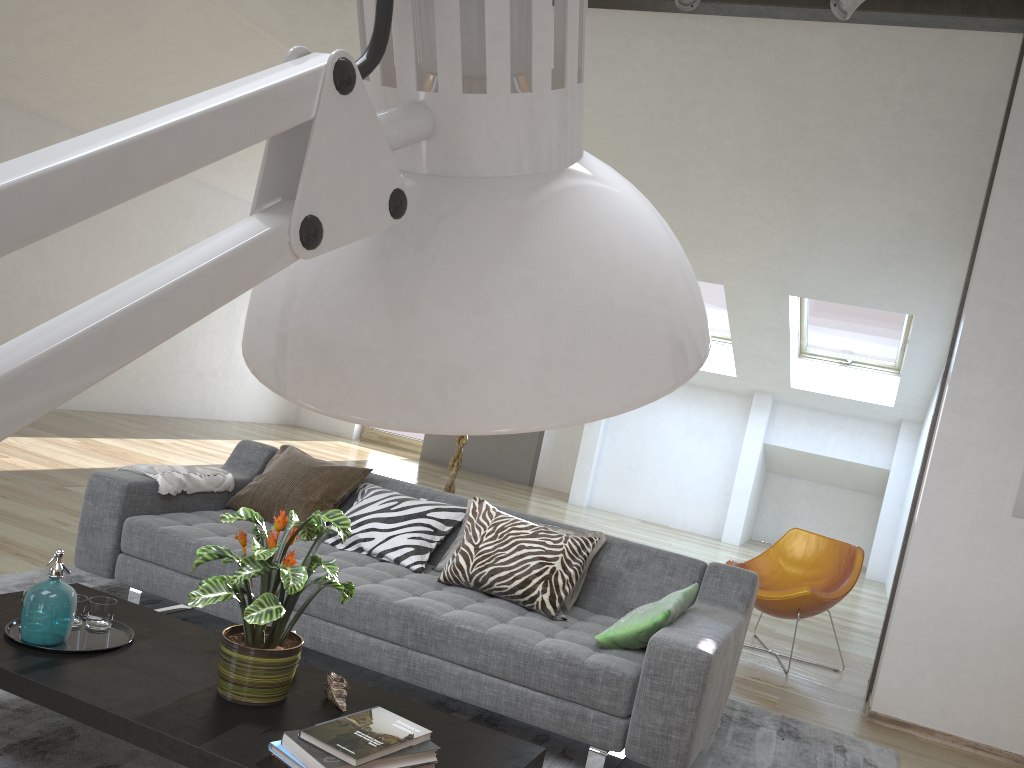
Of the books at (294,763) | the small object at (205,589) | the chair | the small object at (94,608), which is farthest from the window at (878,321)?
the books at (294,763)

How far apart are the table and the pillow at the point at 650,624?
0.75m

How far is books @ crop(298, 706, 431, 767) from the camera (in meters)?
1.82

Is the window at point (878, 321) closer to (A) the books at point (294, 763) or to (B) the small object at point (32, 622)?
(B) the small object at point (32, 622)

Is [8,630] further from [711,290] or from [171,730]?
[711,290]

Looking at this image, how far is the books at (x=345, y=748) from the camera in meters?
1.8

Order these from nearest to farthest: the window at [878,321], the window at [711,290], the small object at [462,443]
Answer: the small object at [462,443] < the window at [878,321] < the window at [711,290]

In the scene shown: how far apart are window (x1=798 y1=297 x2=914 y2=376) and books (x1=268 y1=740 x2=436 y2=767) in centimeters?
746cm

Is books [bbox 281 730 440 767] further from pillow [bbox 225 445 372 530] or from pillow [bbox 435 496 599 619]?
pillow [bbox 225 445 372 530]

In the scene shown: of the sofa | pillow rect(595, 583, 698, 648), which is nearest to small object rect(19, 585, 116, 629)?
the sofa
